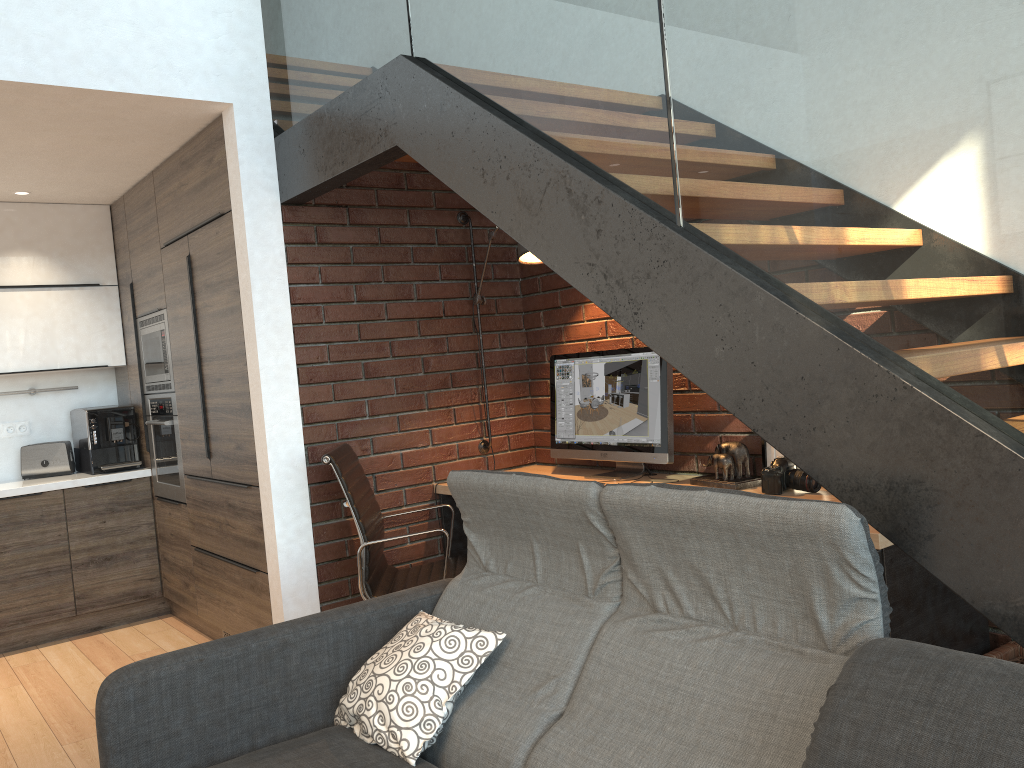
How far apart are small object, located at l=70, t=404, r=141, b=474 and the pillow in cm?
322

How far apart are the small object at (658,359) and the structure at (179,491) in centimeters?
198cm

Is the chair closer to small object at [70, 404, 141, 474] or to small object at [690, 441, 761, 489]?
small object at [690, 441, 761, 489]

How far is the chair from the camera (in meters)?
3.29

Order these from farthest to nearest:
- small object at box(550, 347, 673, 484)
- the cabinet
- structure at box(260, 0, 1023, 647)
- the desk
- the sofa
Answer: the cabinet
small object at box(550, 347, 673, 484)
the desk
structure at box(260, 0, 1023, 647)
the sofa

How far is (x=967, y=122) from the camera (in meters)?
1.48

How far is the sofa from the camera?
1.4m

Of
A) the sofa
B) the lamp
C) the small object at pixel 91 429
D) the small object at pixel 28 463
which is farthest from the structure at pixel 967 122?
the small object at pixel 28 463

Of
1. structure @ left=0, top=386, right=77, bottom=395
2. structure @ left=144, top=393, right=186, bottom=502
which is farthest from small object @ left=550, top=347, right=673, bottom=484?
structure @ left=0, top=386, right=77, bottom=395

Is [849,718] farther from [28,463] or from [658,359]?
[28,463]
